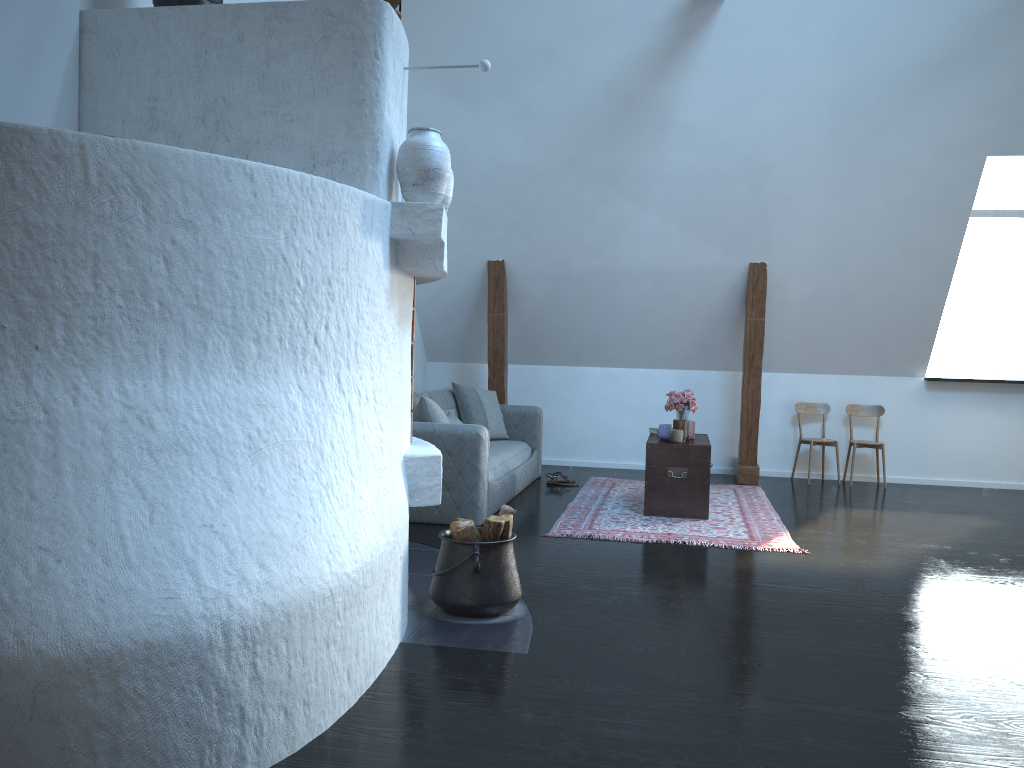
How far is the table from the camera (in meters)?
5.85

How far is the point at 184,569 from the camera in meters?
2.1 m

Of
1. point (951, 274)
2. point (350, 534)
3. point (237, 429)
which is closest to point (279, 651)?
point (350, 534)

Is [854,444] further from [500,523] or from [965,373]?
[500,523]

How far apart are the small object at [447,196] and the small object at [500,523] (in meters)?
1.28

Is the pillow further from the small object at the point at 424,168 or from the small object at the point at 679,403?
the small object at the point at 424,168

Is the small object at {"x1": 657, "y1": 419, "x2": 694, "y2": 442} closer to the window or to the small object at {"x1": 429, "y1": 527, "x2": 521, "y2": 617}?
the small object at {"x1": 429, "y1": 527, "x2": 521, "y2": 617}

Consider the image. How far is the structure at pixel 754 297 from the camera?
7.4 meters

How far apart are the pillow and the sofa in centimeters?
5cm

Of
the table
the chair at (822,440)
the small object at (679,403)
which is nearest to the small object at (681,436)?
the table
